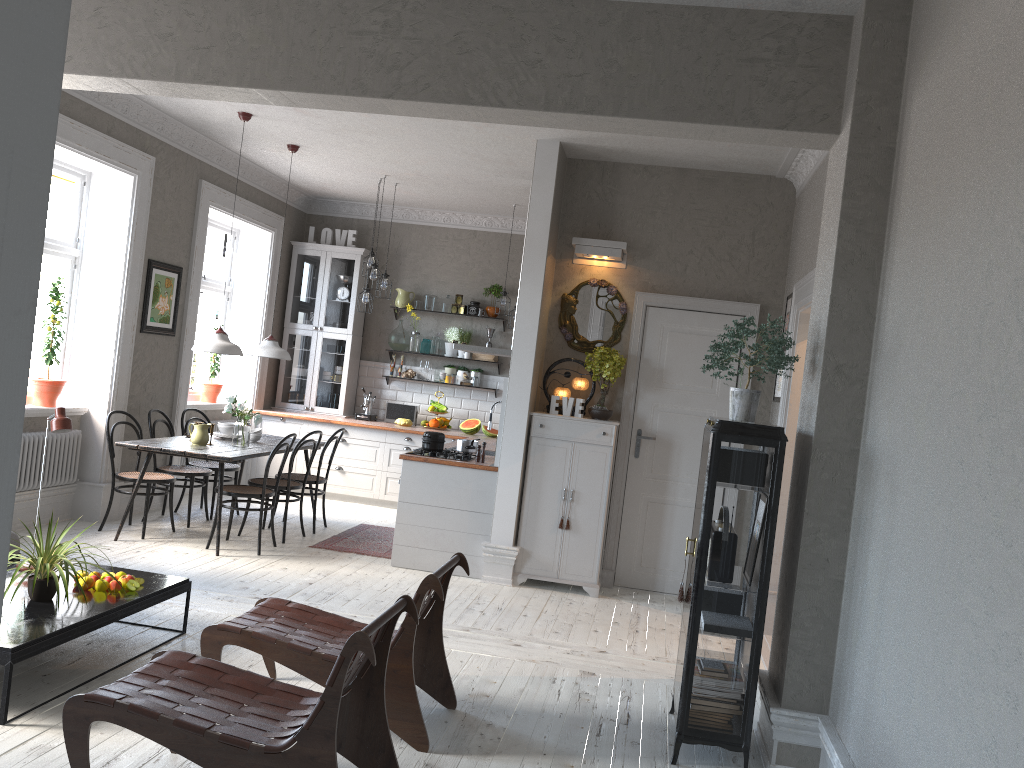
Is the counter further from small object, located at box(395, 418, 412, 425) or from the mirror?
the mirror

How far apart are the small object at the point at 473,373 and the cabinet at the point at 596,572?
3.3m

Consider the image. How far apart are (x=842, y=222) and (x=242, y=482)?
7.6 meters

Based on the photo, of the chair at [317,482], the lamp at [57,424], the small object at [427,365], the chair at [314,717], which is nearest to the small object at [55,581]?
the lamp at [57,424]

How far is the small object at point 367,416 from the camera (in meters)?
9.89

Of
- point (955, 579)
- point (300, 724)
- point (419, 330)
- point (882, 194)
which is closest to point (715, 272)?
point (882, 194)

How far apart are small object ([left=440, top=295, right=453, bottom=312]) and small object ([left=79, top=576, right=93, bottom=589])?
6.2m

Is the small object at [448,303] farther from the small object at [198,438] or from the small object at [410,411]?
the small object at [198,438]

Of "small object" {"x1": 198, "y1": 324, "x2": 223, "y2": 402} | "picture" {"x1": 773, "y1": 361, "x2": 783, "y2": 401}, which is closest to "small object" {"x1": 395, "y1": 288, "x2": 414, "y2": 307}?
"small object" {"x1": 198, "y1": 324, "x2": 223, "y2": 402}

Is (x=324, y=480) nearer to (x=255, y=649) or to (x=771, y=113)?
(x=255, y=649)
